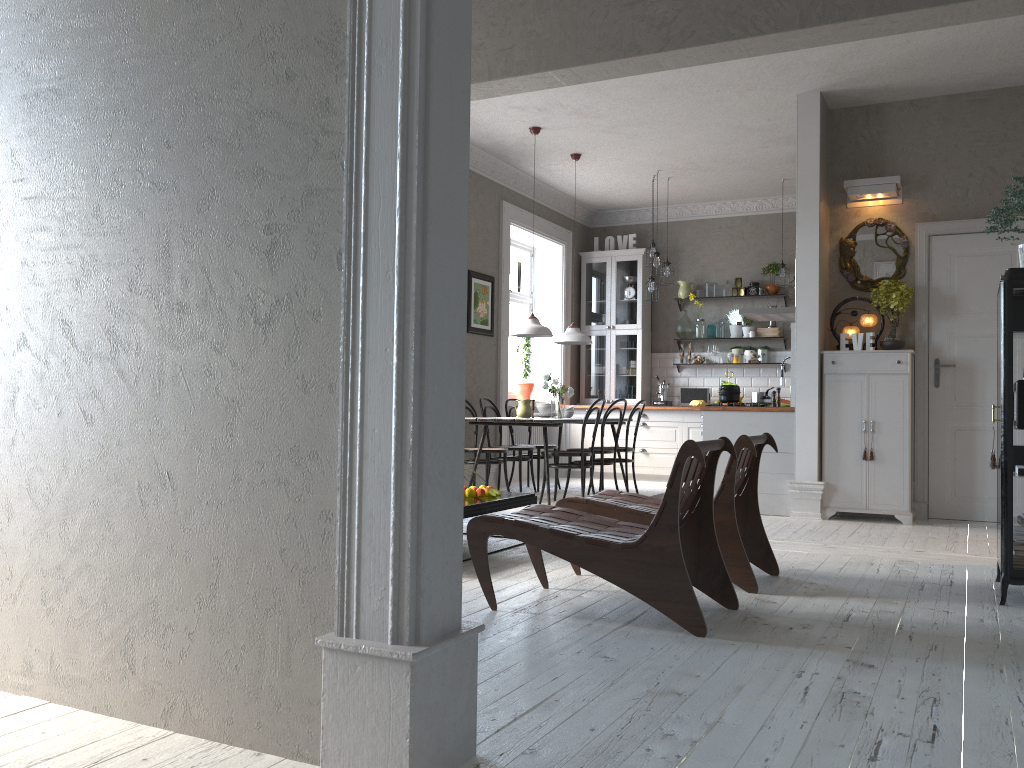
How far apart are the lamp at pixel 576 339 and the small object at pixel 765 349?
2.7 meters

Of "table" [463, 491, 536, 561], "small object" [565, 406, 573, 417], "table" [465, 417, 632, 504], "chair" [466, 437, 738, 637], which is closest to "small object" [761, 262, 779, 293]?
"table" [465, 417, 632, 504]

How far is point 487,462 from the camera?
7.8m

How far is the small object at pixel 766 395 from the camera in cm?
736

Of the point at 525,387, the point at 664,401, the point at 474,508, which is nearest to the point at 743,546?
the point at 474,508

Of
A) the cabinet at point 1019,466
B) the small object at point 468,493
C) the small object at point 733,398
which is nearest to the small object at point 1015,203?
the cabinet at point 1019,466

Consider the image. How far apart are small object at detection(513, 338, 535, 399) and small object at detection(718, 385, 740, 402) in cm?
333

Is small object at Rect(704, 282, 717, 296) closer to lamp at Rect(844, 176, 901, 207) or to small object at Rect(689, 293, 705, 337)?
small object at Rect(689, 293, 705, 337)

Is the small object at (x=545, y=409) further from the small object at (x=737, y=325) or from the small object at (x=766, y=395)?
the small object at (x=737, y=325)

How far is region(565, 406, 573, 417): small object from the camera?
8.41m
